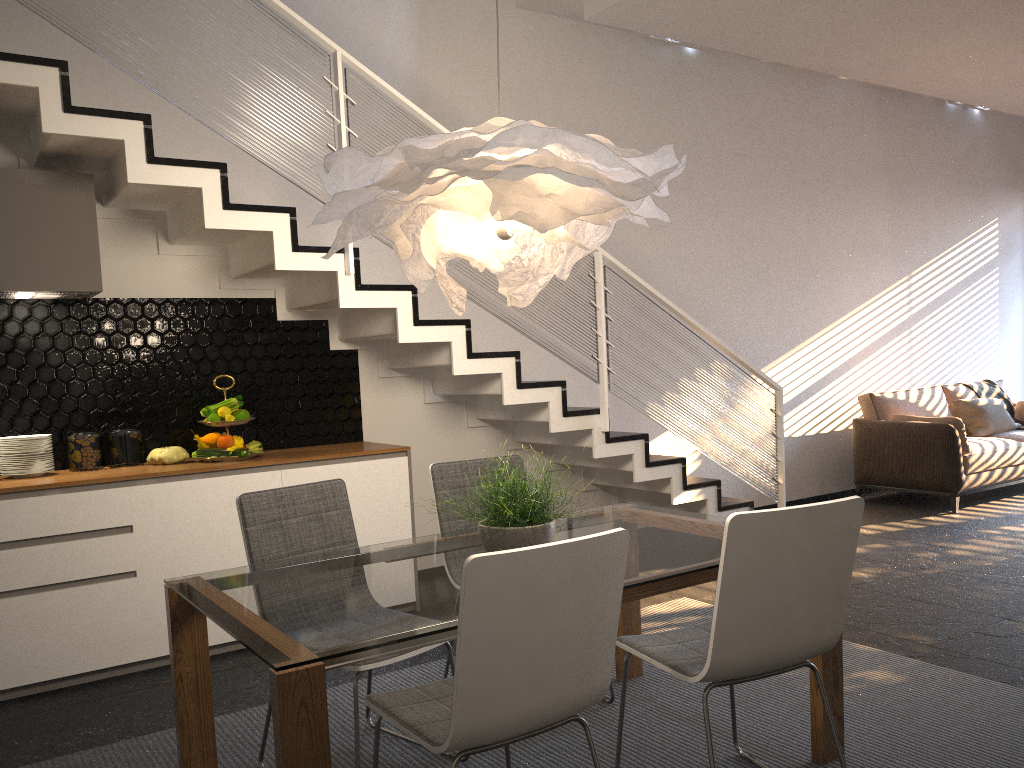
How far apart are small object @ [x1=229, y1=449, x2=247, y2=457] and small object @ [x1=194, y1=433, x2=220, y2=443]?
0.1 meters

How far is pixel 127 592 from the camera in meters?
3.9

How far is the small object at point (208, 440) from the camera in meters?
4.3 m

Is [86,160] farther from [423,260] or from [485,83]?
[485,83]

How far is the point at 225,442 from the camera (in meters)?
4.29

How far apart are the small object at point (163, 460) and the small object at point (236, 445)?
0.2 meters

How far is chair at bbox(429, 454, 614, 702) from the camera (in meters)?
3.45

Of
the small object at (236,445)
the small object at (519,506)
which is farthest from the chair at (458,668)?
the small object at (236,445)

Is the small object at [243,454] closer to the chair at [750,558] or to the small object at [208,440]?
the small object at [208,440]

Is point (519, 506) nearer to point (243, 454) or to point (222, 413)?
point (243, 454)
